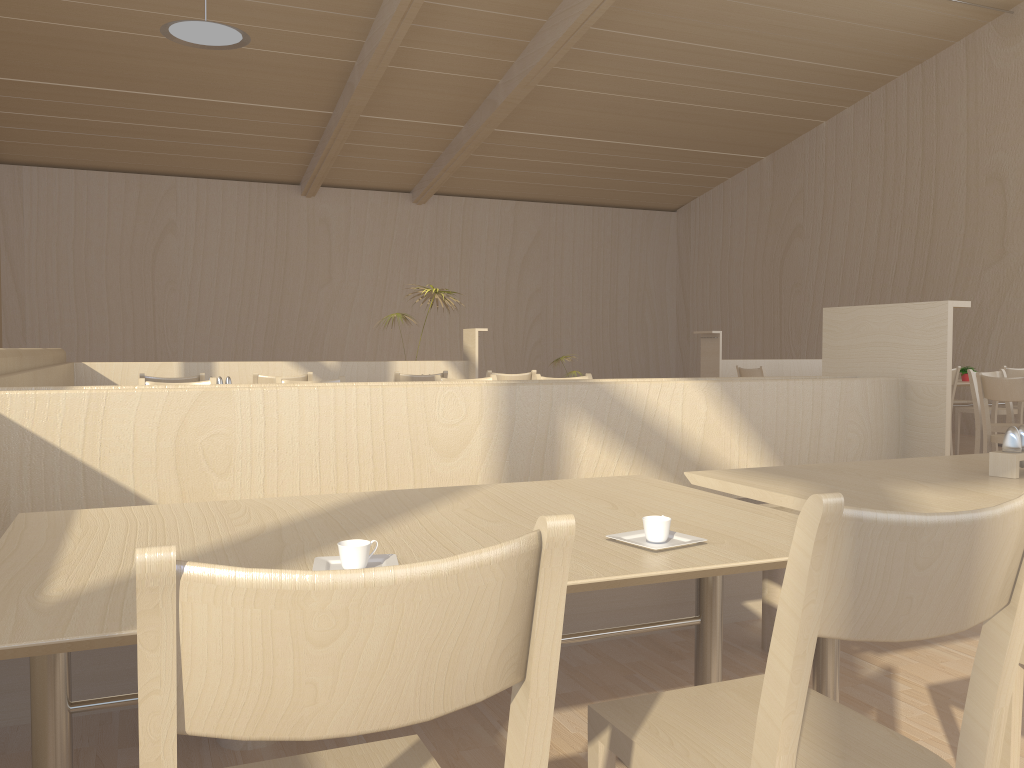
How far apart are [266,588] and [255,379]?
4.6 meters

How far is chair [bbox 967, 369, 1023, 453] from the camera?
5.8 meters

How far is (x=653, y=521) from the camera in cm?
134

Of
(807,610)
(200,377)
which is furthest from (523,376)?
(807,610)

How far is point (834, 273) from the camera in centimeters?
1140cm

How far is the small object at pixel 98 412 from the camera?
2.2 meters

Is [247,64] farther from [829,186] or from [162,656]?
[162,656]

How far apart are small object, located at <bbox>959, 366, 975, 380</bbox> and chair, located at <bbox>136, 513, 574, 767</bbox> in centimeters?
823cm

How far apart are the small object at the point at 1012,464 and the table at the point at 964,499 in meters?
0.0 m

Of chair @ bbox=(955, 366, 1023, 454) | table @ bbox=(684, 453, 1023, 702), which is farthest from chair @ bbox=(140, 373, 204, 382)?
chair @ bbox=(955, 366, 1023, 454)
